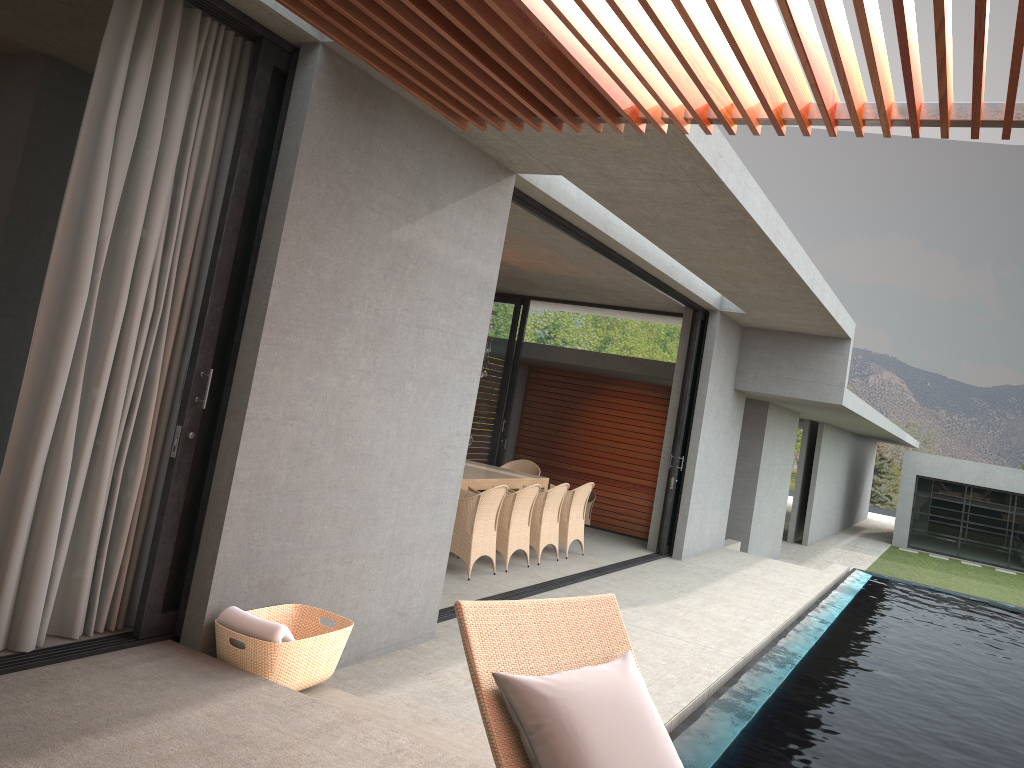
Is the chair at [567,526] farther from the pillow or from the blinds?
the pillow

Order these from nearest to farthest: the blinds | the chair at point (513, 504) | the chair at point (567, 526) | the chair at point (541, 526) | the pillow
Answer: the pillow → the blinds → the chair at point (513, 504) → the chair at point (541, 526) → the chair at point (567, 526)

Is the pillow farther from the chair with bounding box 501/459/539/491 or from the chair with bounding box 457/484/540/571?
the chair with bounding box 501/459/539/491

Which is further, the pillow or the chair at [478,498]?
the chair at [478,498]

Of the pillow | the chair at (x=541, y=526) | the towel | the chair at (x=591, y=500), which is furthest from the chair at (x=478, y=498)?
the chair at (x=591, y=500)

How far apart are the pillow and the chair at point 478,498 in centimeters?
530cm

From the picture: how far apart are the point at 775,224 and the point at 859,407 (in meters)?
8.09

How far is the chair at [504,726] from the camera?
2.4 meters

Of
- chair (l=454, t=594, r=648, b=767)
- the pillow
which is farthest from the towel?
the pillow

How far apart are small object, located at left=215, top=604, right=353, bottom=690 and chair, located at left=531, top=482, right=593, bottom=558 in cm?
560
